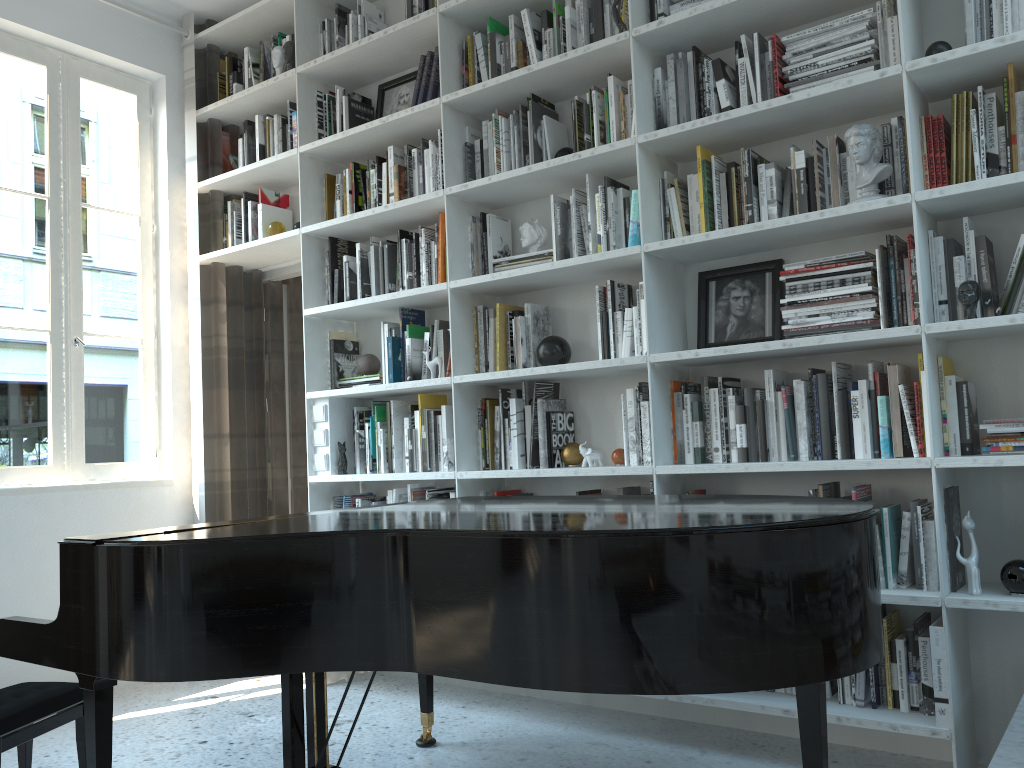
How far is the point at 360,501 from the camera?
3.8m

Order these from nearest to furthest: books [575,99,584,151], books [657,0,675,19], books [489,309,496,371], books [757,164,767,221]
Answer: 1. books [757,164,767,221]
2. books [657,0,675,19]
3. books [575,99,584,151]
4. books [489,309,496,371]

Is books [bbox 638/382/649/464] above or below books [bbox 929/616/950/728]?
above

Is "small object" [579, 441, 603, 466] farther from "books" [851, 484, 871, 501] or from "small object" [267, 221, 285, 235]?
"small object" [267, 221, 285, 235]

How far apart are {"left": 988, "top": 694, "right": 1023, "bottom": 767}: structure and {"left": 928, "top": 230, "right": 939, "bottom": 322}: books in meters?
1.3

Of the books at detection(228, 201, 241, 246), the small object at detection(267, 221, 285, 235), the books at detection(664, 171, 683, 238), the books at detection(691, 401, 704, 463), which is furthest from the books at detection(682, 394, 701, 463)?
the books at detection(228, 201, 241, 246)

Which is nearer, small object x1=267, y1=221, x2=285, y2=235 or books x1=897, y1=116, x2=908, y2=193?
books x1=897, y1=116, x2=908, y2=193

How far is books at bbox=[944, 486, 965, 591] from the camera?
2.4m

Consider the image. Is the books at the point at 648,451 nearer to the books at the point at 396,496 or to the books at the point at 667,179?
the books at the point at 667,179

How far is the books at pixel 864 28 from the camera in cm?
267
